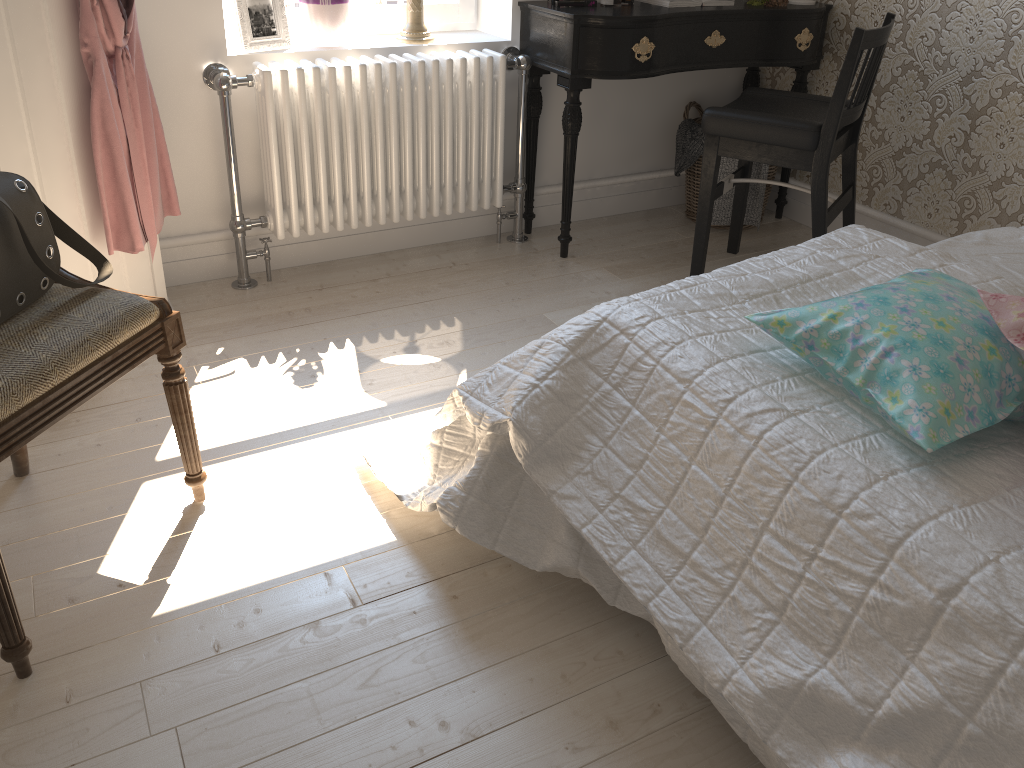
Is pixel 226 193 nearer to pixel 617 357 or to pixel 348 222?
pixel 348 222

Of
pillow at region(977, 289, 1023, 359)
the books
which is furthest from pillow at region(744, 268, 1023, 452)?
the books

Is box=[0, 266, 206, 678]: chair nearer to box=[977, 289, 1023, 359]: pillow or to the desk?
box=[977, 289, 1023, 359]: pillow

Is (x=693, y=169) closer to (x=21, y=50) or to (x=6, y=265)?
(x=21, y=50)

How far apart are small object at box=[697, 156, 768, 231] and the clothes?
1.9 meters

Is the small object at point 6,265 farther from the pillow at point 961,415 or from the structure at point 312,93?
the pillow at point 961,415

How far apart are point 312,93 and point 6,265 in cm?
131

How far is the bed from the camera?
1.0 meters

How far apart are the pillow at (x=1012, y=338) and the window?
2.28m

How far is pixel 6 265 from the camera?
1.43m
